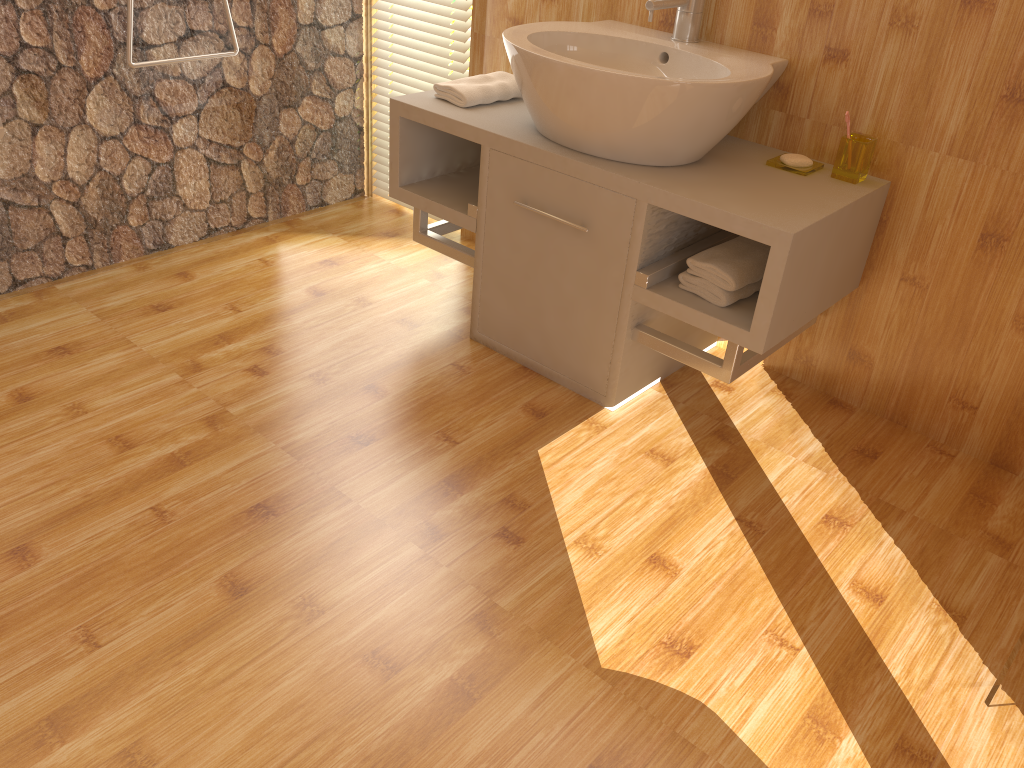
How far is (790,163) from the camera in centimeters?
202cm

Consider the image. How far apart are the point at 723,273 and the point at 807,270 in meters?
0.2 m

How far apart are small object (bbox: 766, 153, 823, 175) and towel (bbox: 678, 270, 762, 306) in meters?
0.3

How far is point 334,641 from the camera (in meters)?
1.49

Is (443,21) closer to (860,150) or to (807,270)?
(860,150)

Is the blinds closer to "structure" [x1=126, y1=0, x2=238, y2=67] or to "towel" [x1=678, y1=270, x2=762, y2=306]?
"structure" [x1=126, y1=0, x2=238, y2=67]

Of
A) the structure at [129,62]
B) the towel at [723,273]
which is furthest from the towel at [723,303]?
the structure at [129,62]

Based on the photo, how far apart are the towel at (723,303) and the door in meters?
0.8 m

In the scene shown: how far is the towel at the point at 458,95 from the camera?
2.25m

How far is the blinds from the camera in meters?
2.7
